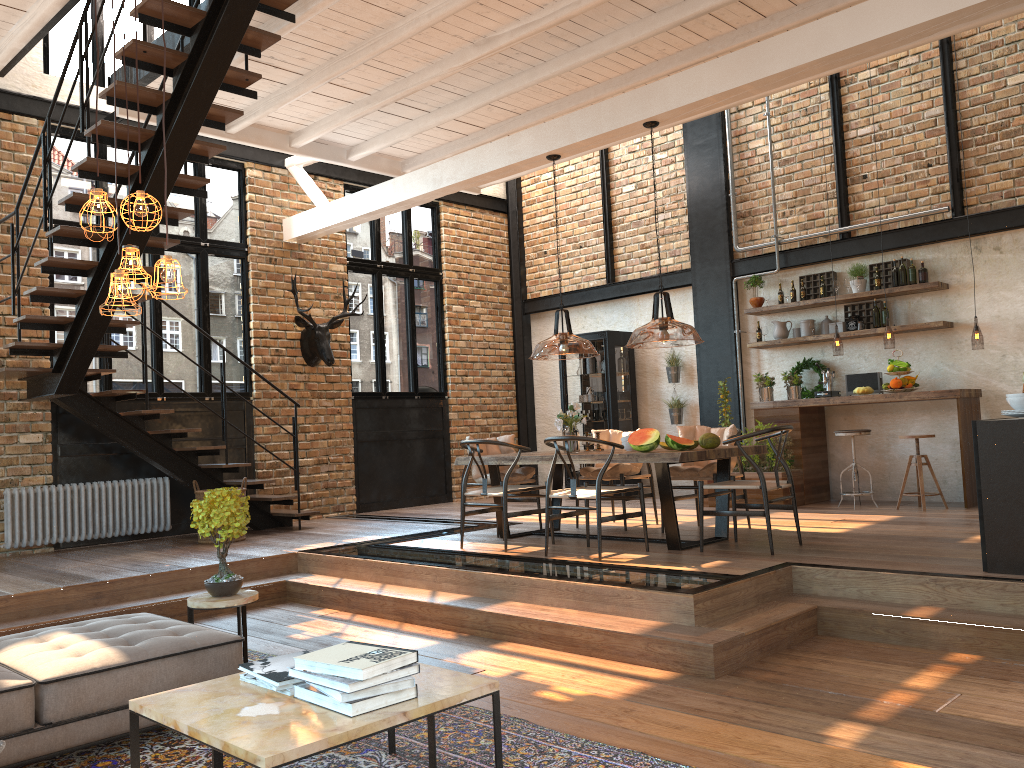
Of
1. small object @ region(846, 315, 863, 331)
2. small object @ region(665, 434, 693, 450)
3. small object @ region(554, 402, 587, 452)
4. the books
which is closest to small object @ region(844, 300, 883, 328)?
small object @ region(846, 315, 863, 331)

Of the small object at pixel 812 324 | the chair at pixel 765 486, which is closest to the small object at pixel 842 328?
the small object at pixel 812 324

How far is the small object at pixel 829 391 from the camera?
9.2m

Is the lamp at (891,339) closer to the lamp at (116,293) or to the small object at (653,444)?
the small object at (653,444)

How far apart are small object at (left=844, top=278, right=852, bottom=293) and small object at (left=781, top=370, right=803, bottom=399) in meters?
1.1

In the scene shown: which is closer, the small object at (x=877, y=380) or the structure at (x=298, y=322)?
the small object at (x=877, y=380)

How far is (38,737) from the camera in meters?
3.3

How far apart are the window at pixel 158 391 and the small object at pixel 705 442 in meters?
5.6 m

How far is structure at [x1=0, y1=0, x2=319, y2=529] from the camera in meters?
5.7 m

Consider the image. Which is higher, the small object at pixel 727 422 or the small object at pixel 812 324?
the small object at pixel 812 324
